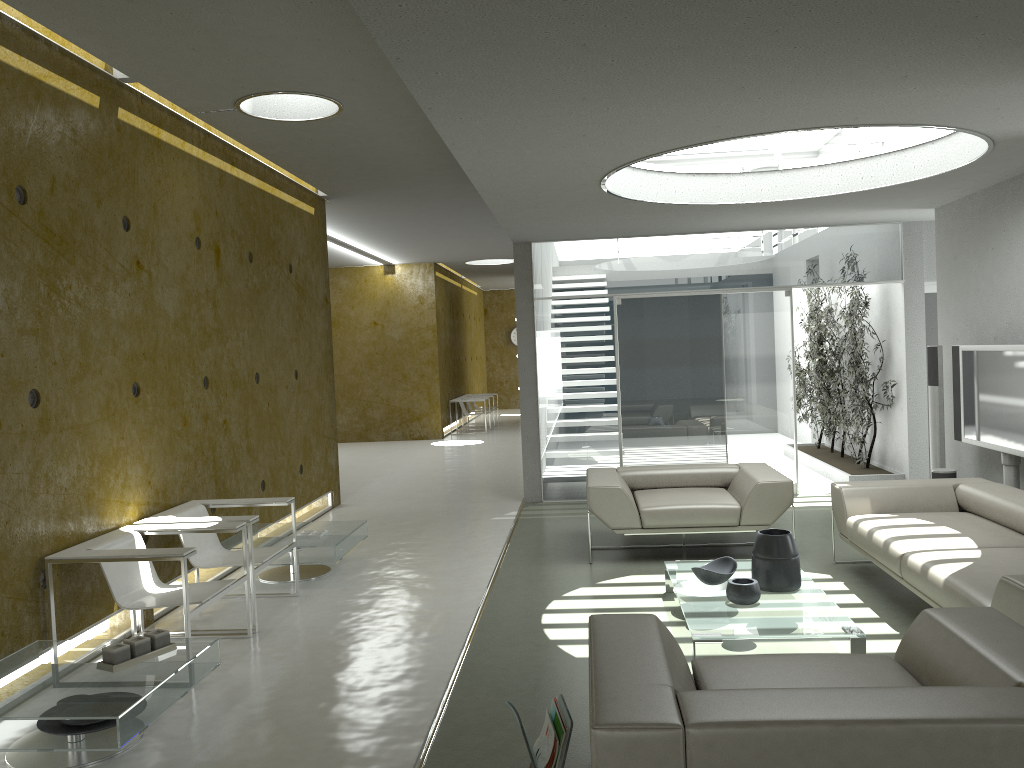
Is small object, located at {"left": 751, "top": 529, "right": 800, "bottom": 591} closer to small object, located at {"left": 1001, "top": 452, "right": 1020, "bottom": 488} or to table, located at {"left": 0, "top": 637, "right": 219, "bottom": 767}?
small object, located at {"left": 1001, "top": 452, "right": 1020, "bottom": 488}

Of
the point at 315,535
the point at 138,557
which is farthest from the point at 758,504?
the point at 138,557

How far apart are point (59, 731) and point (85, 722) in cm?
10

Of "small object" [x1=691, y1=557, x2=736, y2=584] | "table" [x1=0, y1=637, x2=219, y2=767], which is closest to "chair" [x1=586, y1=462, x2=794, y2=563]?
"small object" [x1=691, y1=557, x2=736, y2=584]

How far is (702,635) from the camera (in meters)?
4.18

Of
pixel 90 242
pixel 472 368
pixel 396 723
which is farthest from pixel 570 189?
pixel 472 368

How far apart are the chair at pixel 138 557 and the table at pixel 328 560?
1.06m

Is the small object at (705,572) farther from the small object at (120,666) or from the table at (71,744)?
the small object at (120,666)

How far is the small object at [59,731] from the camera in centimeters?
343cm

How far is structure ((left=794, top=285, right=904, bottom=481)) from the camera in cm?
937
